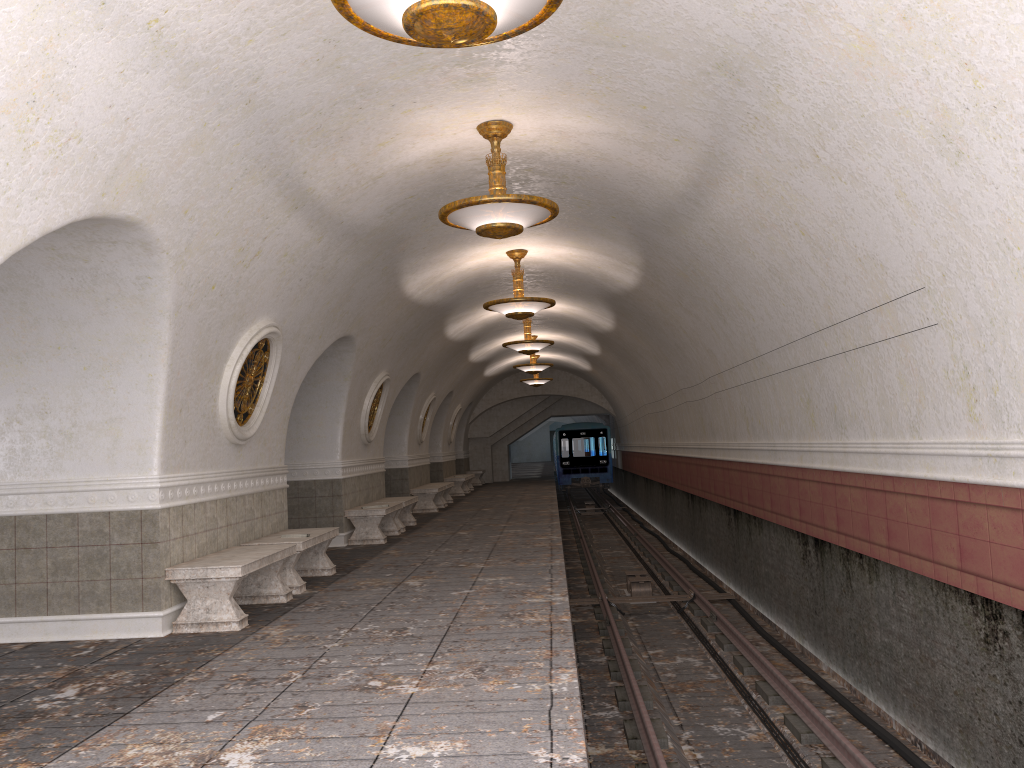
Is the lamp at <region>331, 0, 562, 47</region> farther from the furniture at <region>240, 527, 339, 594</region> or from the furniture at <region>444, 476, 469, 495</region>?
the furniture at <region>444, 476, 469, 495</region>

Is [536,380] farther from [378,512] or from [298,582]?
[298,582]

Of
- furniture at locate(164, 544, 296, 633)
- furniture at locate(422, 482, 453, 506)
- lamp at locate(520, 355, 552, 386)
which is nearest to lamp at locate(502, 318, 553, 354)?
furniture at locate(422, 482, 453, 506)

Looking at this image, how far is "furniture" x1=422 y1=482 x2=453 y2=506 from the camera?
21.0m

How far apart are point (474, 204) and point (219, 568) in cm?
347

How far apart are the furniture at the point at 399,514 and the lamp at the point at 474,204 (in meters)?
7.86

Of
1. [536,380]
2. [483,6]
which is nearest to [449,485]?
[536,380]

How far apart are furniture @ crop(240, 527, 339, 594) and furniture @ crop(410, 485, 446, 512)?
9.0m

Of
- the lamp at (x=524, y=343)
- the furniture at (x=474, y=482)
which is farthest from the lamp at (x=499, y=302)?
the furniture at (x=474, y=482)

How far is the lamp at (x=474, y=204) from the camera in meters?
7.0
